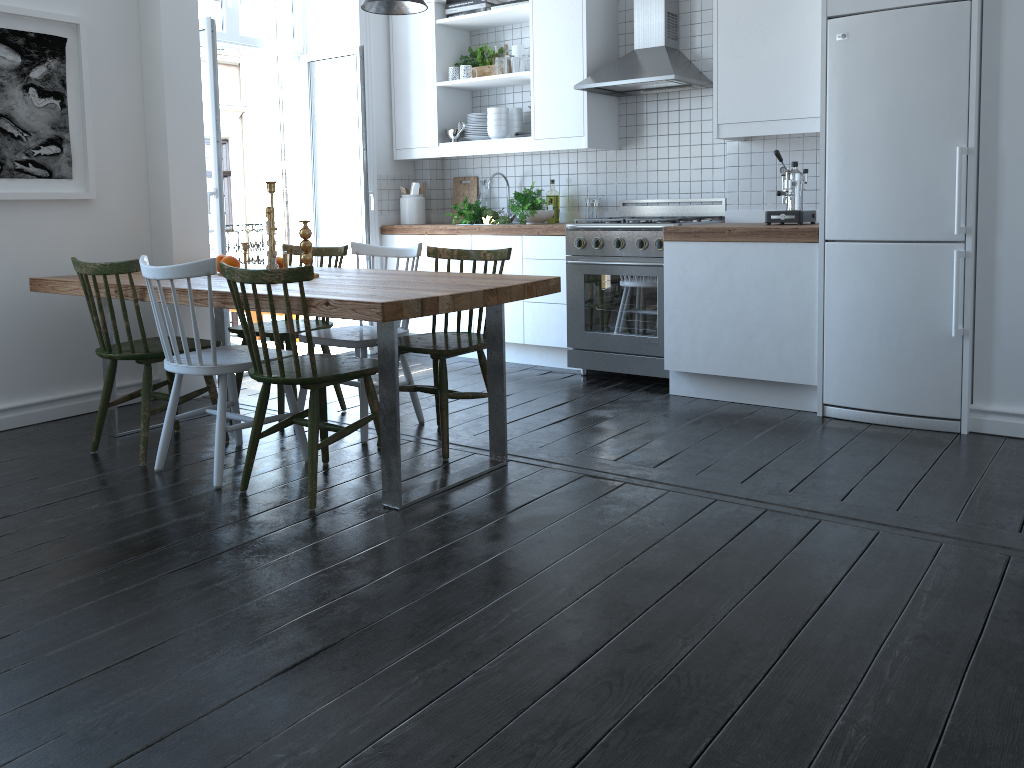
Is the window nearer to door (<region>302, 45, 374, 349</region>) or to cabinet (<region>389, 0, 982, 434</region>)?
door (<region>302, 45, 374, 349</region>)

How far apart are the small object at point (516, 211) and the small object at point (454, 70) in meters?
0.9

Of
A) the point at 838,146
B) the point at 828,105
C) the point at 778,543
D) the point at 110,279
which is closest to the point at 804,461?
the point at 778,543

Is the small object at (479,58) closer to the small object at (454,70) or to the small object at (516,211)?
the small object at (454,70)

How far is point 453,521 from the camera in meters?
2.9

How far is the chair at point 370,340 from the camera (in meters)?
3.79

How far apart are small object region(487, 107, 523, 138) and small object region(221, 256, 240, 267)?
2.13m

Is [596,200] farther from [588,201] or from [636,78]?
[636,78]

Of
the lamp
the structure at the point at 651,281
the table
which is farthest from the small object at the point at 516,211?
the table

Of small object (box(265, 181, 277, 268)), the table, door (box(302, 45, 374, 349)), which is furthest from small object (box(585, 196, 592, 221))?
small object (box(265, 181, 277, 268))
